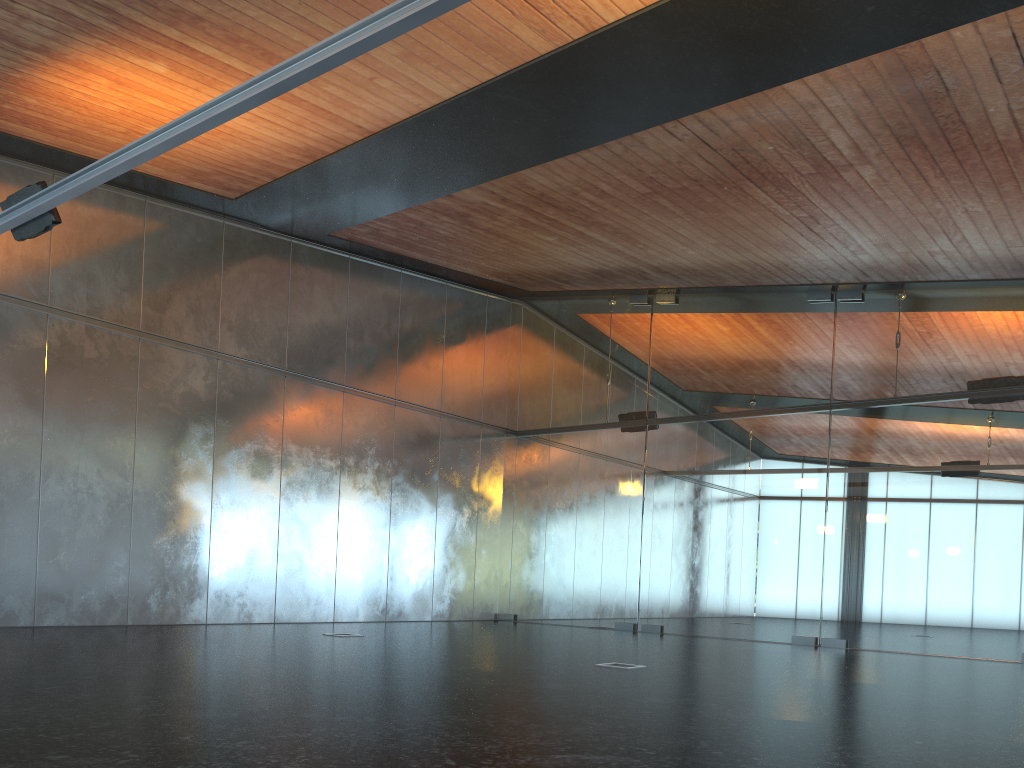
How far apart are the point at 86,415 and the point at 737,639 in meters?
10.7 m
